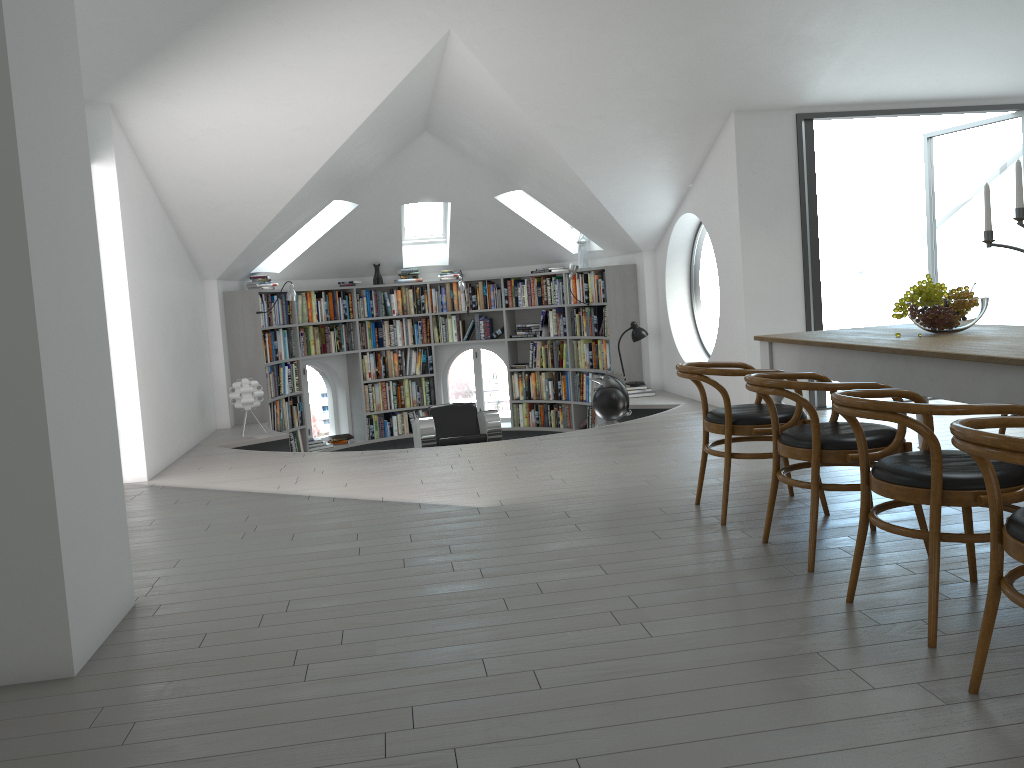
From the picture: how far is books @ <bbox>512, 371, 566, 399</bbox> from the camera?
10.7 meters

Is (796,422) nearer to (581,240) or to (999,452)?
(999,452)

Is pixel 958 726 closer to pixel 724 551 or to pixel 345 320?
pixel 724 551

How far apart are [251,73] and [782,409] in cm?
408

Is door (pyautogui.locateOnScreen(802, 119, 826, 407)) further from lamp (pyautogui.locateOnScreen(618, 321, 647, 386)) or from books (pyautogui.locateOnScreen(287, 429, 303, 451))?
books (pyautogui.locateOnScreen(287, 429, 303, 451))

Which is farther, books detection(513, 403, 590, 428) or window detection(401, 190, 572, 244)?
window detection(401, 190, 572, 244)

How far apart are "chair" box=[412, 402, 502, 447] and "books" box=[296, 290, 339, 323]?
2.00m

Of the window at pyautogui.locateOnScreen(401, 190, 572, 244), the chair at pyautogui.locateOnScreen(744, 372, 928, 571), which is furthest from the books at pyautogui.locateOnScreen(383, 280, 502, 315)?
the chair at pyautogui.locateOnScreen(744, 372, 928, 571)

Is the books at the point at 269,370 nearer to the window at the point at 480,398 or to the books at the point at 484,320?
the window at the point at 480,398

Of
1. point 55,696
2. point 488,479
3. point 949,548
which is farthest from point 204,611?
point 949,548
